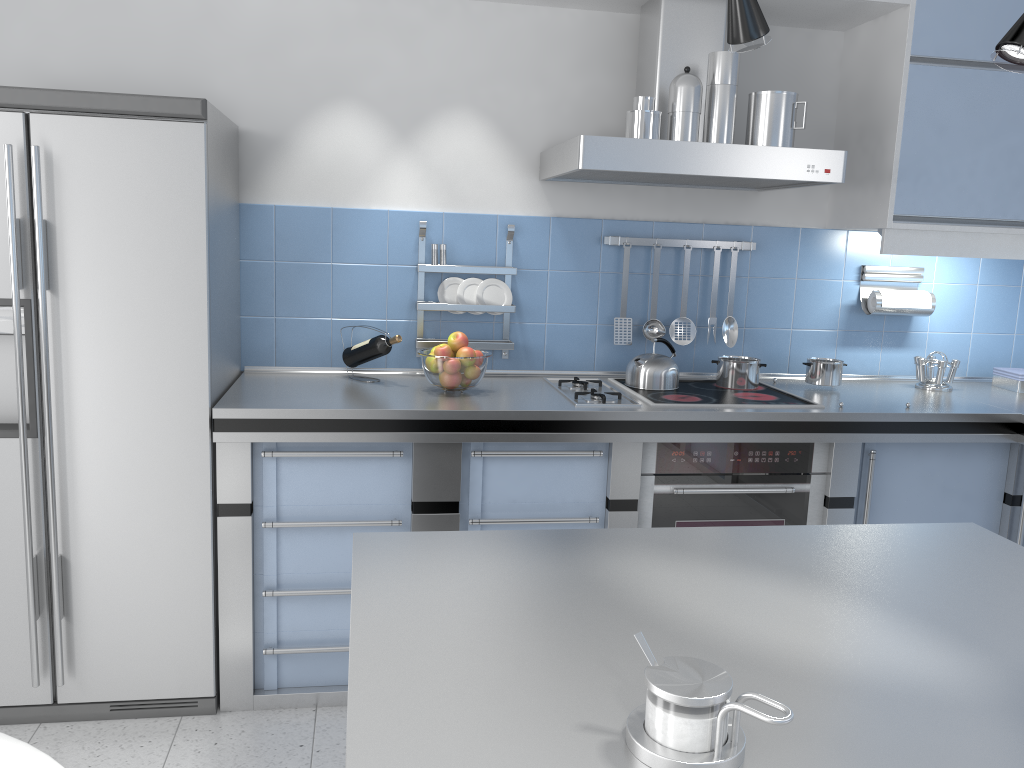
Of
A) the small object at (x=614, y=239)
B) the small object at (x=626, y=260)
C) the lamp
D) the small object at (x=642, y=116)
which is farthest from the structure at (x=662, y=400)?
the lamp

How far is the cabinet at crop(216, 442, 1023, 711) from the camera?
2.7 meters

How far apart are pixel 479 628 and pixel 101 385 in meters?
1.8 m

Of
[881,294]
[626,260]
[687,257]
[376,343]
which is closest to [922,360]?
[881,294]

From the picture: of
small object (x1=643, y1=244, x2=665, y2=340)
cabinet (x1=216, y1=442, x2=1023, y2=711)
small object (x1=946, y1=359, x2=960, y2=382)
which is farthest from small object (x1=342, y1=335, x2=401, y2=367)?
small object (x1=946, y1=359, x2=960, y2=382)

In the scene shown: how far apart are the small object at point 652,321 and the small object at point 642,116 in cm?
65

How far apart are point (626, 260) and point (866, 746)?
2.53m

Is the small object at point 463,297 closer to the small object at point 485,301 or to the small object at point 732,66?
the small object at point 485,301

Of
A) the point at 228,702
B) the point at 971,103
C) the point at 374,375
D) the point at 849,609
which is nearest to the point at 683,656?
the point at 849,609

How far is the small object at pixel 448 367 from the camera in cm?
286
